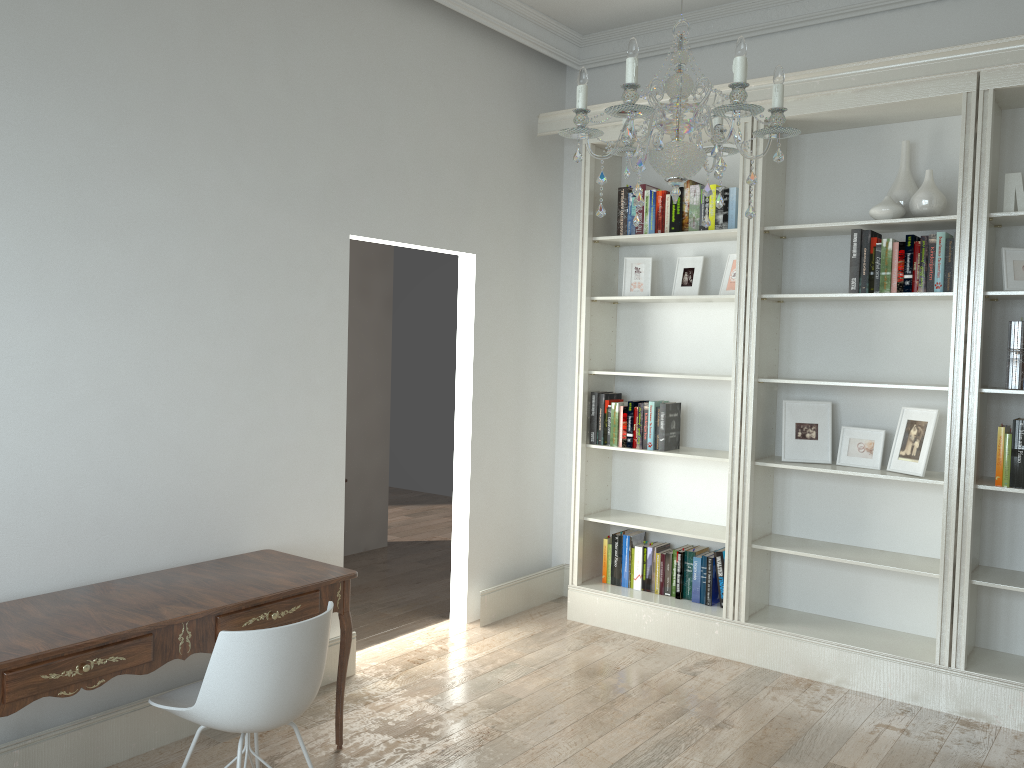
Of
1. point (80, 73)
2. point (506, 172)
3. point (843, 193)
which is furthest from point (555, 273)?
point (80, 73)

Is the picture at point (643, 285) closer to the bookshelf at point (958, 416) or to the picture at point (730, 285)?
the picture at point (730, 285)

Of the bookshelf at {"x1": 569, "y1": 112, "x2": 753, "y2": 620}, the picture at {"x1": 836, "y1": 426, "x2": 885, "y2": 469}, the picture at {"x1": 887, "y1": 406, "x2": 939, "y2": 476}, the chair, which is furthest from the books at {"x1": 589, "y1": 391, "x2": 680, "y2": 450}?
the chair

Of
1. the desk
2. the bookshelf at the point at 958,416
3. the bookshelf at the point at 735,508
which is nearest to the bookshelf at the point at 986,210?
the bookshelf at the point at 958,416

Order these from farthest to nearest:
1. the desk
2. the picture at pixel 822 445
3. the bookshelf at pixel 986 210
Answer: the picture at pixel 822 445, the bookshelf at pixel 986 210, the desk

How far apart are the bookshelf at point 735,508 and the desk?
1.9 meters

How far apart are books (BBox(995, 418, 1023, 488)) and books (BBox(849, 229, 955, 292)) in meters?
0.6

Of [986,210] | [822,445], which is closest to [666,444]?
[822,445]

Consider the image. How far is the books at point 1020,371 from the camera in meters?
3.7

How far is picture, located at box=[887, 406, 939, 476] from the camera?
4.0 meters
